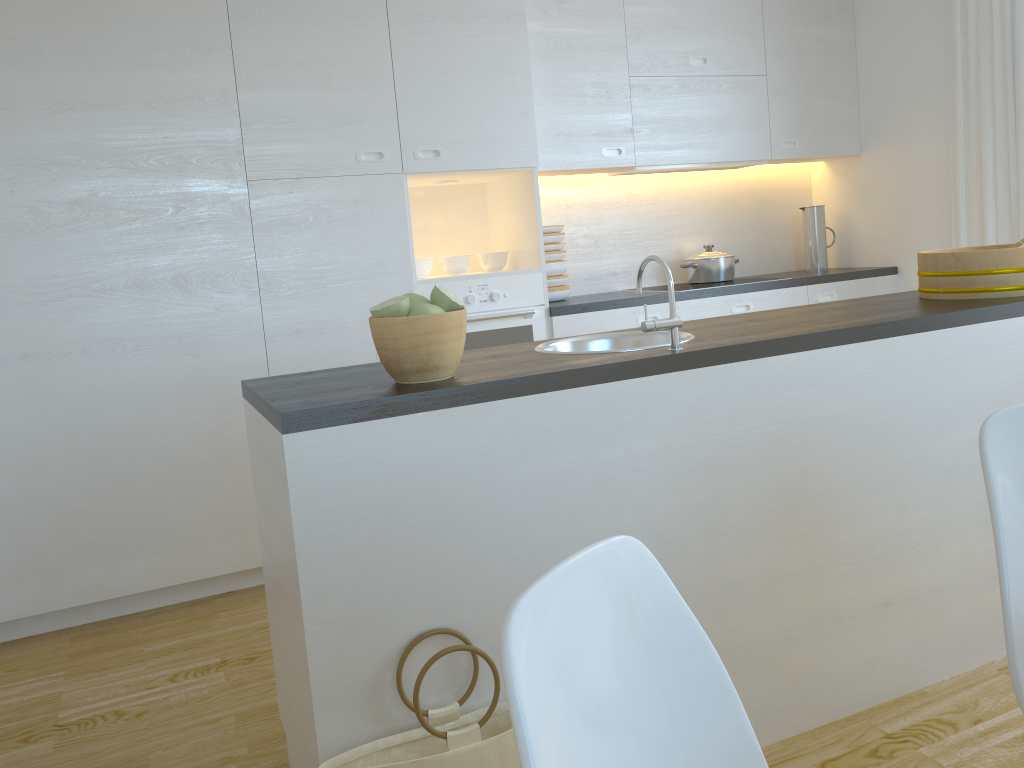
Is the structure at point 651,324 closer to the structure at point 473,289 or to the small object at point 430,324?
the small object at point 430,324

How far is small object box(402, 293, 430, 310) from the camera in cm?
187

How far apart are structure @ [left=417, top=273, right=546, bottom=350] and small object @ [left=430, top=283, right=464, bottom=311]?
1.7 meters

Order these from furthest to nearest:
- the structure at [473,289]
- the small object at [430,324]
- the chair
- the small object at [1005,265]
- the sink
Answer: the structure at [473,289] → the small object at [1005,265] → the sink → the small object at [430,324] → the chair

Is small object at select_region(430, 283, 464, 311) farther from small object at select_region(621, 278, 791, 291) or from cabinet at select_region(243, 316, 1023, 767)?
small object at select_region(621, 278, 791, 291)

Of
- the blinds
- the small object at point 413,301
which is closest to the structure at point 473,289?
the small object at point 413,301

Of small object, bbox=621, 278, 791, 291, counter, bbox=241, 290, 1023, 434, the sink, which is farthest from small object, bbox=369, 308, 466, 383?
small object, bbox=621, 278, 791, 291

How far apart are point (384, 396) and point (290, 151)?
1.9m

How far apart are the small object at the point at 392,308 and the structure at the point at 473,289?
1.8 meters

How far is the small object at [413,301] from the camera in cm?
187
